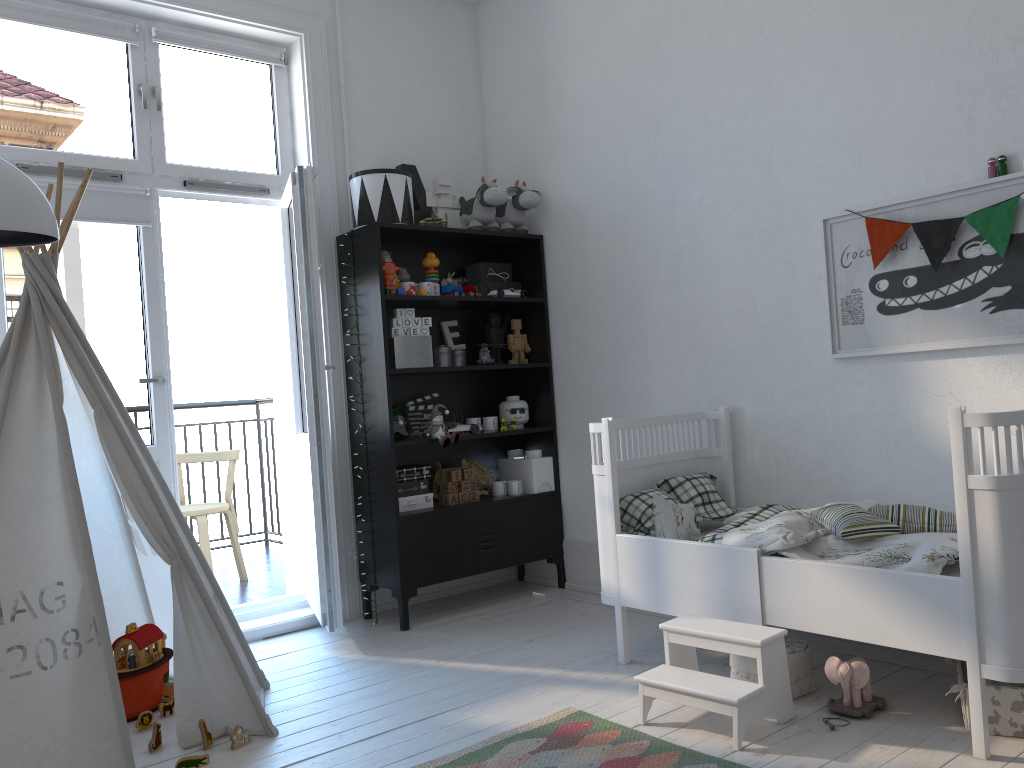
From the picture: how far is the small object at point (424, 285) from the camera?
3.8m

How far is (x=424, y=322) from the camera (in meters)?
3.80

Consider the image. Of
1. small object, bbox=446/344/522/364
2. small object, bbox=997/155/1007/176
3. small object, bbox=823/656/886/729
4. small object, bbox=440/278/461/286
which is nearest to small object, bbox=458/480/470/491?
small object, bbox=446/344/522/364

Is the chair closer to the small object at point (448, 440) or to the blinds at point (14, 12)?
the small object at point (448, 440)

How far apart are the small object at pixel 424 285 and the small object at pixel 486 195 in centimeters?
39cm

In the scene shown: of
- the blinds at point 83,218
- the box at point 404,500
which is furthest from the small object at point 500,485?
the blinds at point 83,218

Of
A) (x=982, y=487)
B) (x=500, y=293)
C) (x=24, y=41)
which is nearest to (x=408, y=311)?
(x=500, y=293)

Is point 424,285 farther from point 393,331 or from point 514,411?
point 514,411

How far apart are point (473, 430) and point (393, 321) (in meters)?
0.61

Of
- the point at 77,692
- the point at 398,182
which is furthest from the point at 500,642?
the point at 398,182
